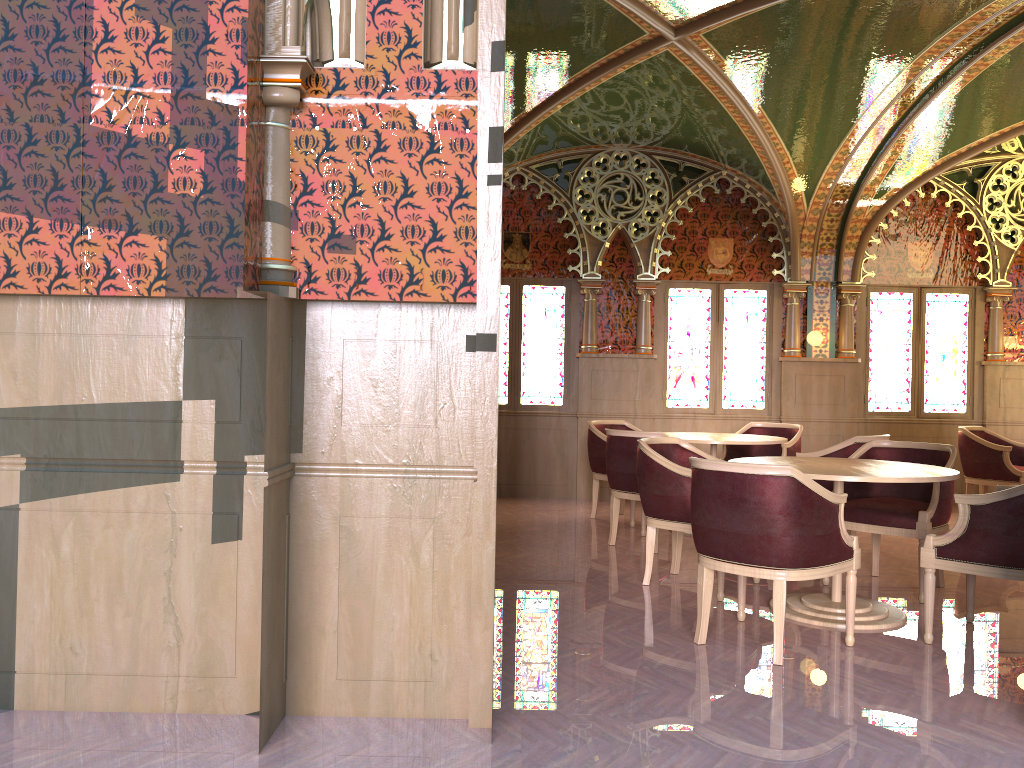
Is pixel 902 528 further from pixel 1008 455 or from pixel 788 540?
pixel 1008 455

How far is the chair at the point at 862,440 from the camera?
6.2m

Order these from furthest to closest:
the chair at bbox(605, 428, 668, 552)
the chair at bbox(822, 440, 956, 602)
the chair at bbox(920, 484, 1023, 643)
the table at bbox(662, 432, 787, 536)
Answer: the table at bbox(662, 432, 787, 536)
the chair at bbox(605, 428, 668, 552)
the chair at bbox(822, 440, 956, 602)
the chair at bbox(920, 484, 1023, 643)

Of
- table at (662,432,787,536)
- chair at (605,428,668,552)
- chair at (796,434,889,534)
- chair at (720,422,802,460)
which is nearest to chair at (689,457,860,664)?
chair at (605,428,668,552)

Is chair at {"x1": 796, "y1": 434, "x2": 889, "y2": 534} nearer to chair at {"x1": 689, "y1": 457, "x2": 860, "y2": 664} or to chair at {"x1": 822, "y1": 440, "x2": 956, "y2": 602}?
chair at {"x1": 822, "y1": 440, "x2": 956, "y2": 602}

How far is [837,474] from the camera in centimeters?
422cm

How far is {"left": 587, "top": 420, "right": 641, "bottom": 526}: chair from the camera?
7.6m

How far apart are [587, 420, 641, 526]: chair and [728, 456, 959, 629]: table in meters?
2.6

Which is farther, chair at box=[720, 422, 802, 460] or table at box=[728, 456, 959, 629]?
chair at box=[720, 422, 802, 460]

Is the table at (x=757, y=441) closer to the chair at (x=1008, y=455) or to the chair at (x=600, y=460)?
the chair at (x=600, y=460)
